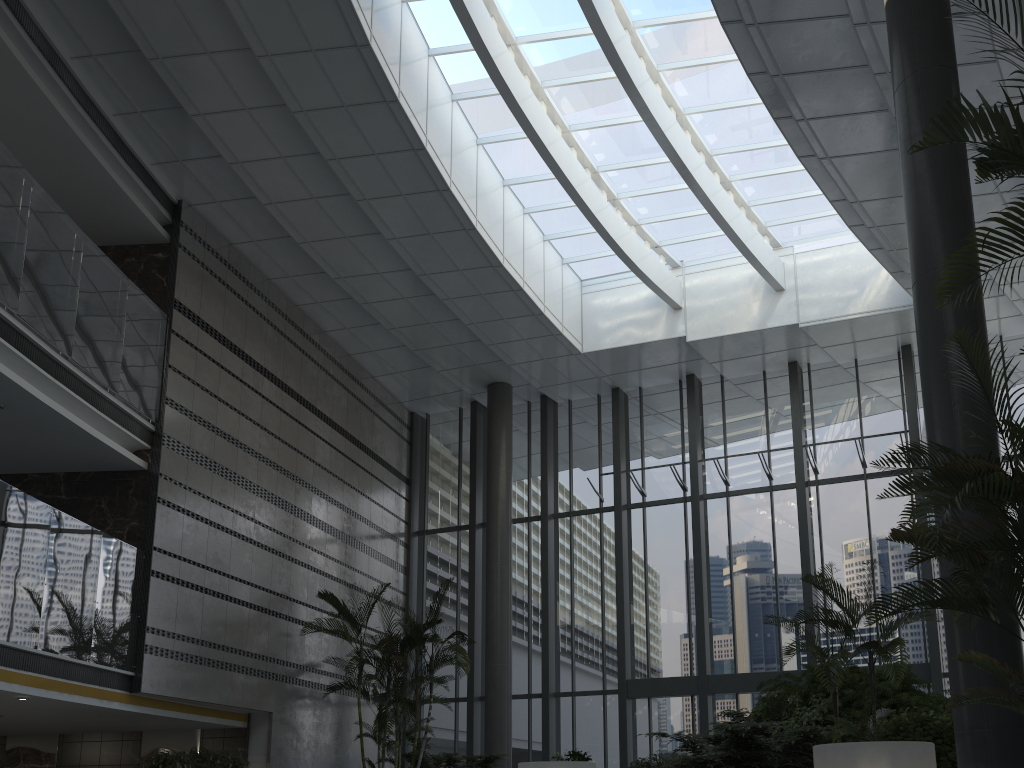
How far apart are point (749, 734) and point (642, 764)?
2.82m

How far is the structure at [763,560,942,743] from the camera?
6.6 meters

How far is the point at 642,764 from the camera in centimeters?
989cm

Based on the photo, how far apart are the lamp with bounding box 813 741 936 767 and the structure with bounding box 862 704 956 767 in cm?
127

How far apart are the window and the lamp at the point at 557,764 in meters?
5.6 m

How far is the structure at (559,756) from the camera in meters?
10.0

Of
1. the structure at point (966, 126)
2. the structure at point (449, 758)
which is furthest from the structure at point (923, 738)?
the structure at point (449, 758)

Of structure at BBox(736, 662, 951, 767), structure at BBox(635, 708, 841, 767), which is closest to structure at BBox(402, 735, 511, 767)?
structure at BBox(635, 708, 841, 767)

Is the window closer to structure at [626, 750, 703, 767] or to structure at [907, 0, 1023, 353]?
structure at [626, 750, 703, 767]

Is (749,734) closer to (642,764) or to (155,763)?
(642,764)
